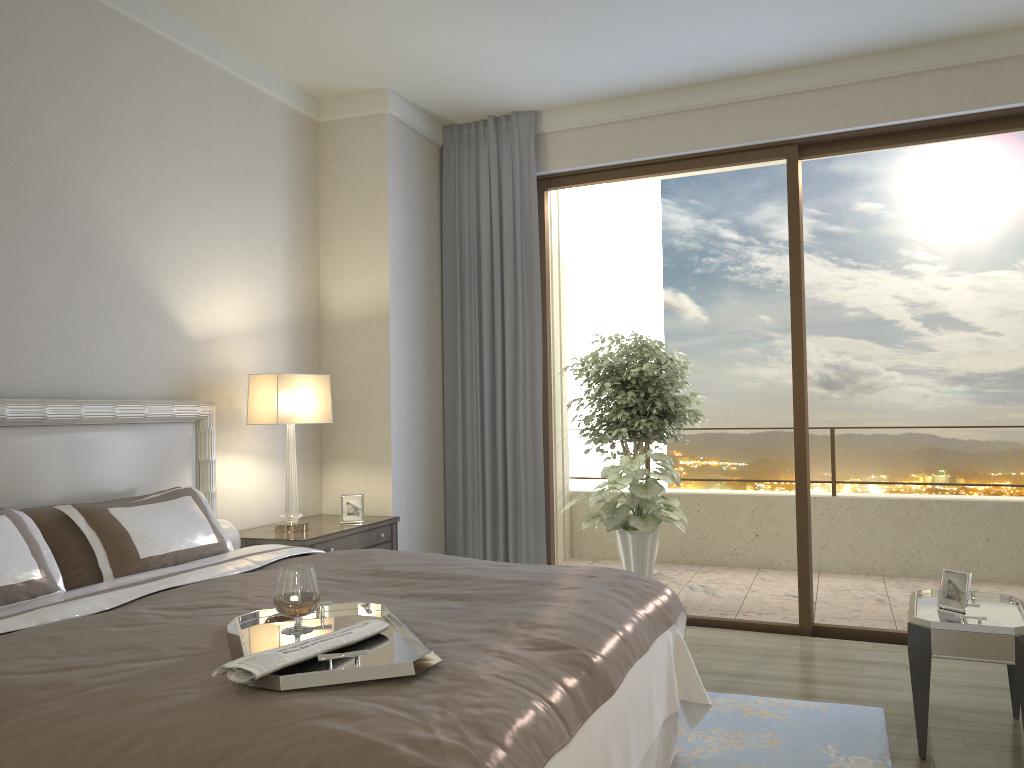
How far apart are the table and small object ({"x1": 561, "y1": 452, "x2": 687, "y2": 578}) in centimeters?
217cm

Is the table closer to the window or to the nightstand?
the window

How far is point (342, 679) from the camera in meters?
1.7

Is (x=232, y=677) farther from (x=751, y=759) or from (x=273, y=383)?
(x=273, y=383)

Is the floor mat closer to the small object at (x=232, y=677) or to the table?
the table

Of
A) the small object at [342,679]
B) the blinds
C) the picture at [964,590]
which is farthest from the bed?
the blinds

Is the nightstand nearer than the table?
No

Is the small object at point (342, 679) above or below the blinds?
below

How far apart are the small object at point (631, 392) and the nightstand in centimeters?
231cm

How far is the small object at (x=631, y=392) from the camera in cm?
670
